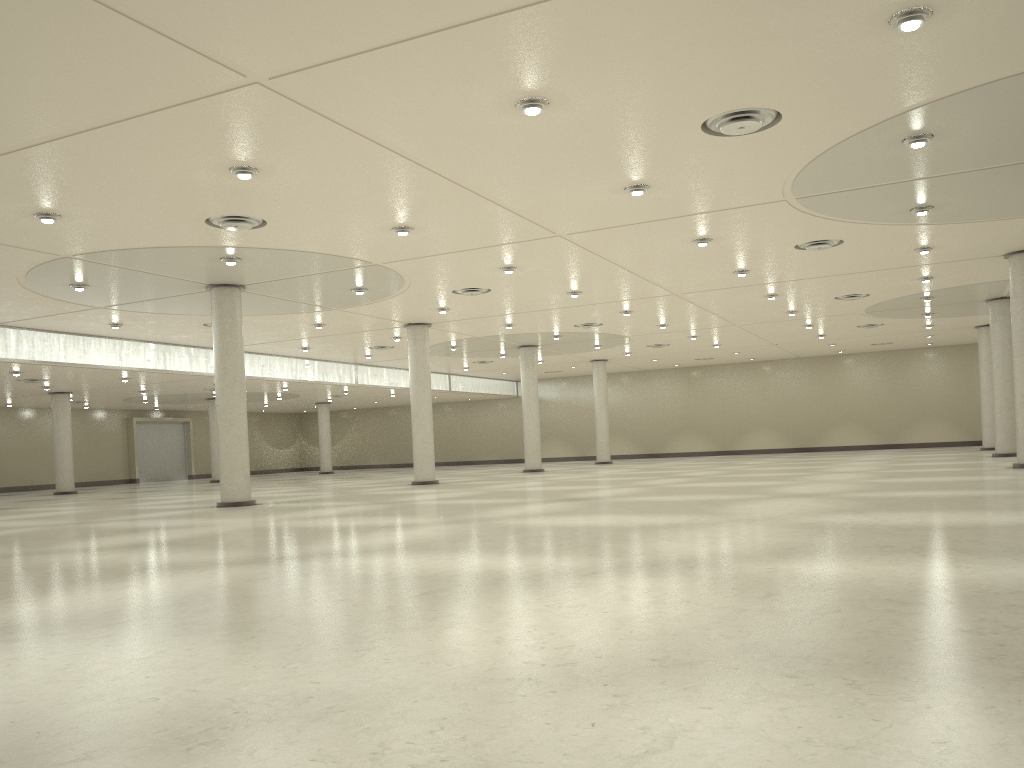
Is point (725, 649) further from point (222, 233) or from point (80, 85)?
point (222, 233)
